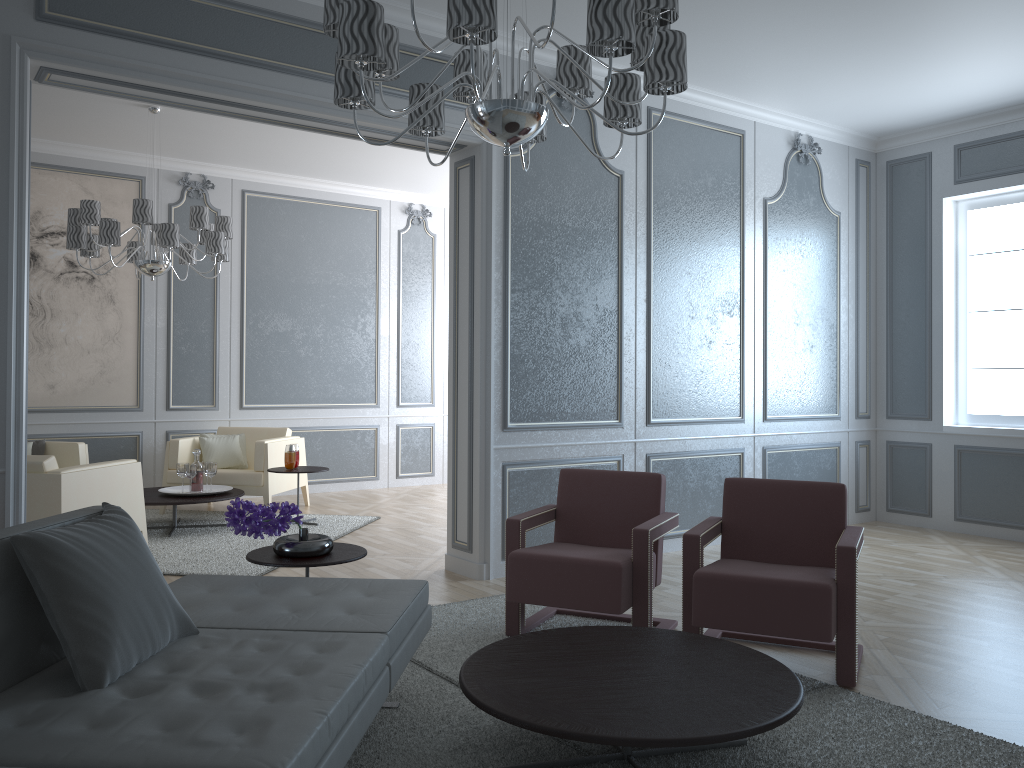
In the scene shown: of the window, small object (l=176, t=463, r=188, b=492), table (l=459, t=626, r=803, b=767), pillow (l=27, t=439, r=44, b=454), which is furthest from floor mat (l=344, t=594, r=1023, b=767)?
pillow (l=27, t=439, r=44, b=454)

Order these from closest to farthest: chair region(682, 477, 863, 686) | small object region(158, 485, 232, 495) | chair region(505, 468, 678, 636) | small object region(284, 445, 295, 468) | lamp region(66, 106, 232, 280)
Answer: chair region(682, 477, 863, 686) → chair region(505, 468, 678, 636) → lamp region(66, 106, 232, 280) → small object region(158, 485, 232, 495) → small object region(284, 445, 295, 468)

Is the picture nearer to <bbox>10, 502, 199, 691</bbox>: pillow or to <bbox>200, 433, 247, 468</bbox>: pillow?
<bbox>200, 433, 247, 468</bbox>: pillow

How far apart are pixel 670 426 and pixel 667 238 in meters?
1.1 m

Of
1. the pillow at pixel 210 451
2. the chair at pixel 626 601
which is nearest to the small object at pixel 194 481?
the pillow at pixel 210 451

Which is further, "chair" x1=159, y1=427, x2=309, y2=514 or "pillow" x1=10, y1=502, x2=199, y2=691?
"chair" x1=159, y1=427, x2=309, y2=514

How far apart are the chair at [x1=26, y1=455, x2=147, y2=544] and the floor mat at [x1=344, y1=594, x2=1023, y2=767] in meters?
1.9 m

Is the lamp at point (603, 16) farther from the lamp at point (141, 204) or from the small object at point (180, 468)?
the small object at point (180, 468)

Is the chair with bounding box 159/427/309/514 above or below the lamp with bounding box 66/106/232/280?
below

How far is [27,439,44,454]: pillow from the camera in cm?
604
